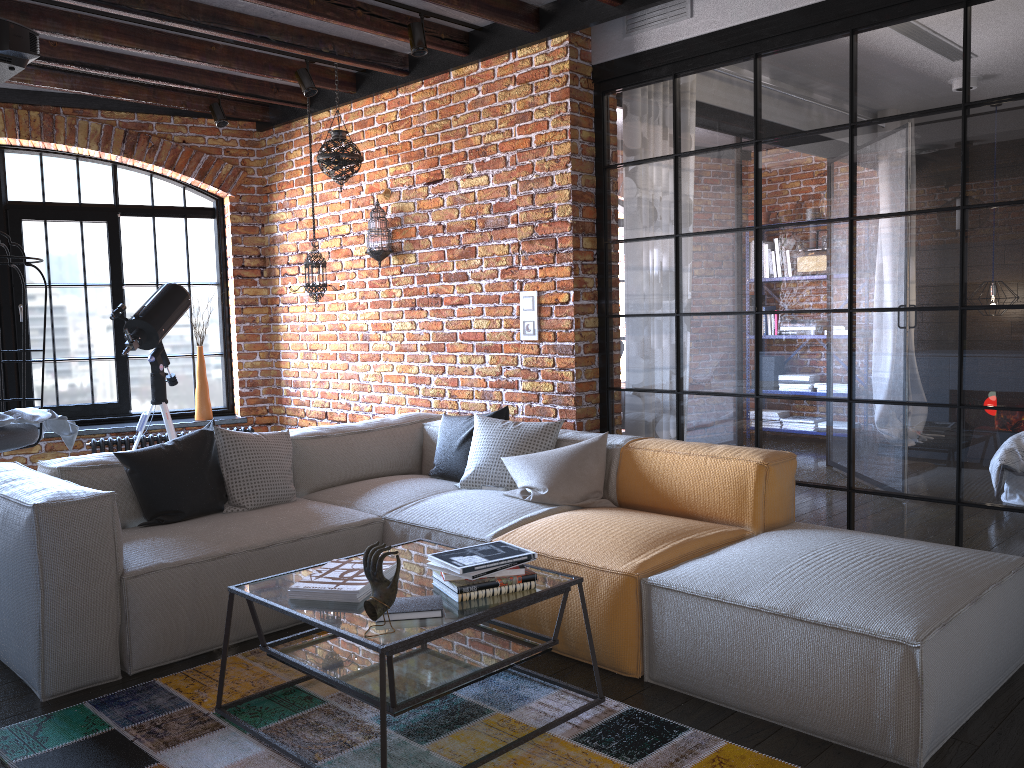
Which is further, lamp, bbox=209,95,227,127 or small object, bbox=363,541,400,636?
lamp, bbox=209,95,227,127

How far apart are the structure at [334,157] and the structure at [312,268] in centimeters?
54cm

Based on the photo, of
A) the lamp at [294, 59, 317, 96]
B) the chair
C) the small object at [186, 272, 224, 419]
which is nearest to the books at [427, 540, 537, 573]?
the chair

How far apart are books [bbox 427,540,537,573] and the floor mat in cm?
49

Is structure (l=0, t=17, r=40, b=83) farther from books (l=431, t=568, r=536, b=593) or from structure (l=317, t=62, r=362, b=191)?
books (l=431, t=568, r=536, b=593)

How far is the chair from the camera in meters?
4.4 m

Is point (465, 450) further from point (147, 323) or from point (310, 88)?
point (310, 88)

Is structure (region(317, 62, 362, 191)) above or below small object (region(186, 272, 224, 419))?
above

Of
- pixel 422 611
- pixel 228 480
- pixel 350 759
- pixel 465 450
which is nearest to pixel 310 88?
pixel 465 450

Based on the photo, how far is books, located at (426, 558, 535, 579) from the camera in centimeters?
246cm
